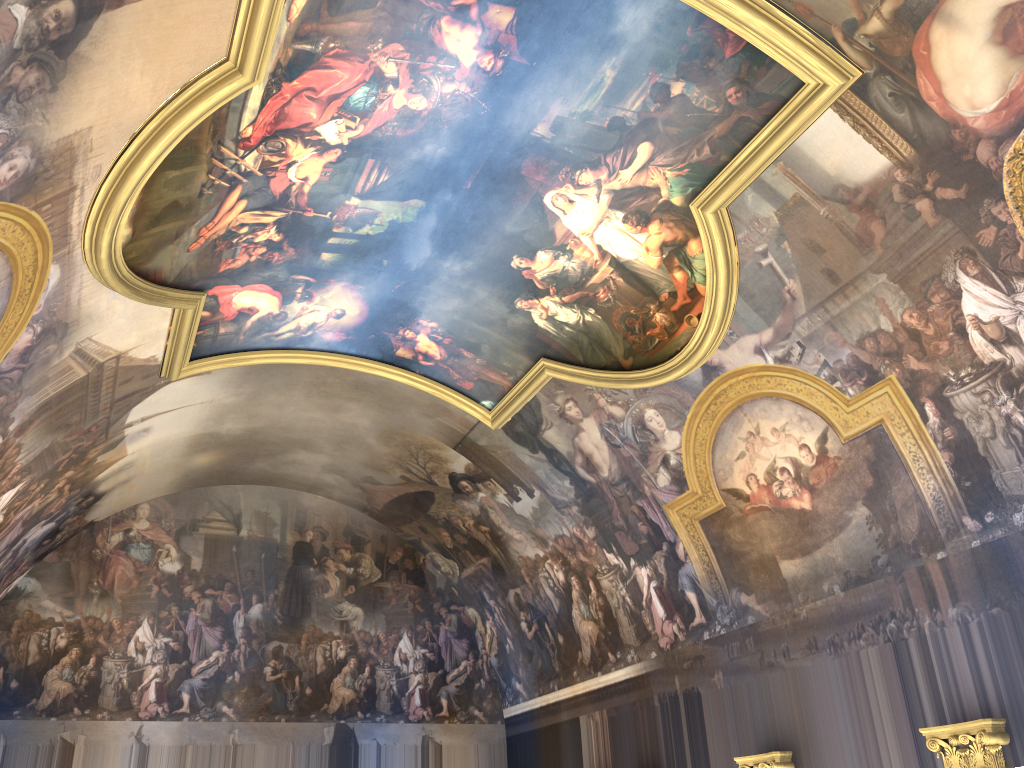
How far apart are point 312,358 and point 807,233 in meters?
8.3 m
